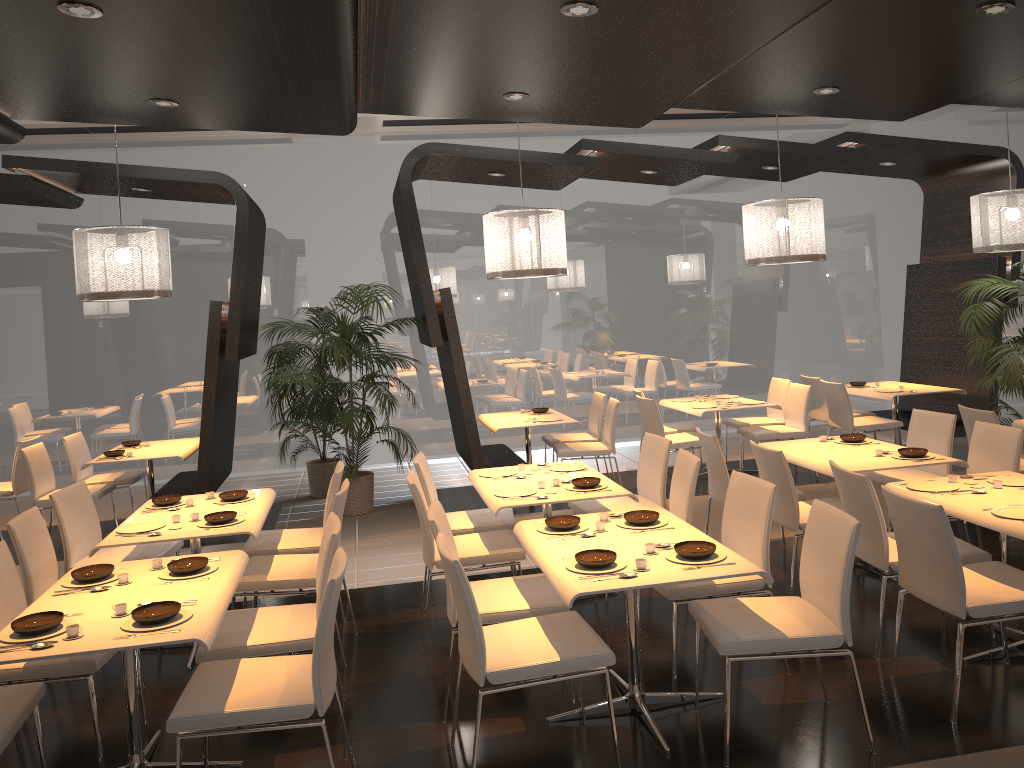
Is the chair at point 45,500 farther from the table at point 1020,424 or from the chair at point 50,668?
the table at point 1020,424

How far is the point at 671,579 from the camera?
3.33m

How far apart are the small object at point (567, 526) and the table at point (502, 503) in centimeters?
50cm

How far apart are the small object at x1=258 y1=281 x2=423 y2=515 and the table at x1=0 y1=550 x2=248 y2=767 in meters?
3.3 m

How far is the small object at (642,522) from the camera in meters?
4.1 m

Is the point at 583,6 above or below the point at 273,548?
above

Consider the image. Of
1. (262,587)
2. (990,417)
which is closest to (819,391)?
(990,417)

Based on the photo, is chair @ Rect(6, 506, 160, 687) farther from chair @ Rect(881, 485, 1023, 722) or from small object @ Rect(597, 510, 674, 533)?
chair @ Rect(881, 485, 1023, 722)

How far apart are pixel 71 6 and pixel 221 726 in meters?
2.7

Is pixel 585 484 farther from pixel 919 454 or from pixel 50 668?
pixel 50 668
